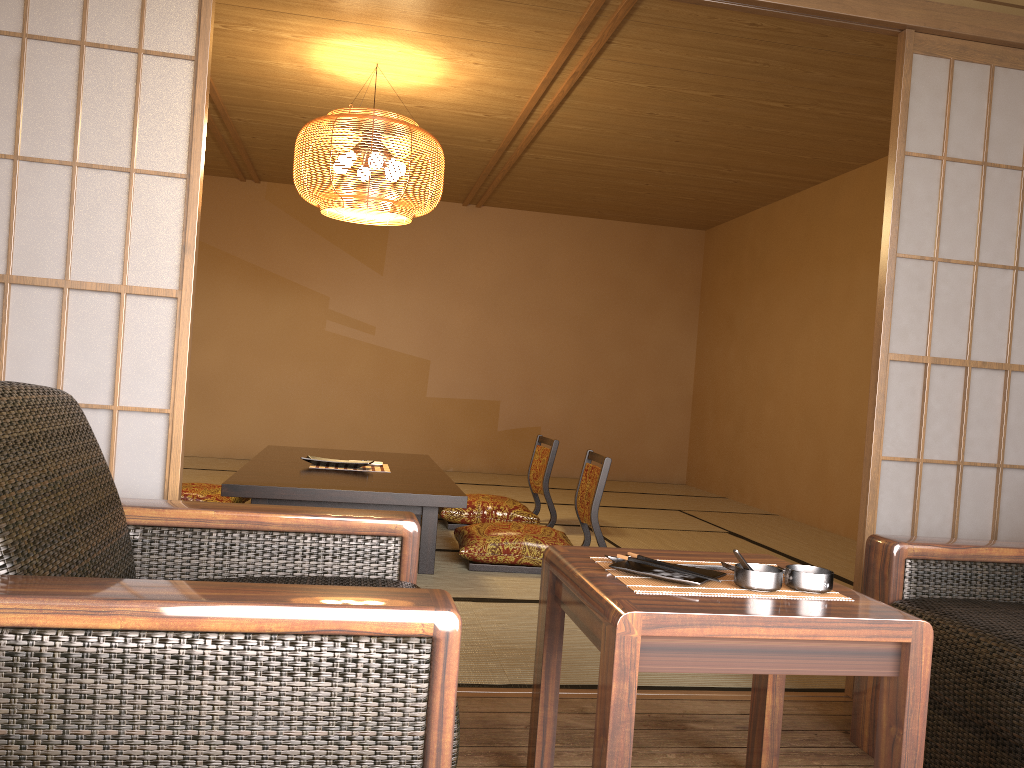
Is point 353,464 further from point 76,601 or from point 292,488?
point 76,601

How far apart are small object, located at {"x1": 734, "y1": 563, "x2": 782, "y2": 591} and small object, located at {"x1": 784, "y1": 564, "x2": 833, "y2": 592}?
0.0 meters

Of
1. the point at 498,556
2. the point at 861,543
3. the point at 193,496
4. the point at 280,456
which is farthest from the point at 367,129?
the point at 861,543

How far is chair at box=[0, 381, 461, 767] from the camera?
1.1m

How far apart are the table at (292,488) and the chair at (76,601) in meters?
1.7 m

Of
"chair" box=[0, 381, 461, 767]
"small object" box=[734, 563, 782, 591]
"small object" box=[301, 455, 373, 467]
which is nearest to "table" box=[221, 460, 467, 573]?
"small object" box=[301, 455, 373, 467]

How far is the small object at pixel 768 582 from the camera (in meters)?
1.55

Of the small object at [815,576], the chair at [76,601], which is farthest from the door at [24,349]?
the small object at [815,576]

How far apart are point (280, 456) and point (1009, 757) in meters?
3.8

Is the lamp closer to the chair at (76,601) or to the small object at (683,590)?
the chair at (76,601)
